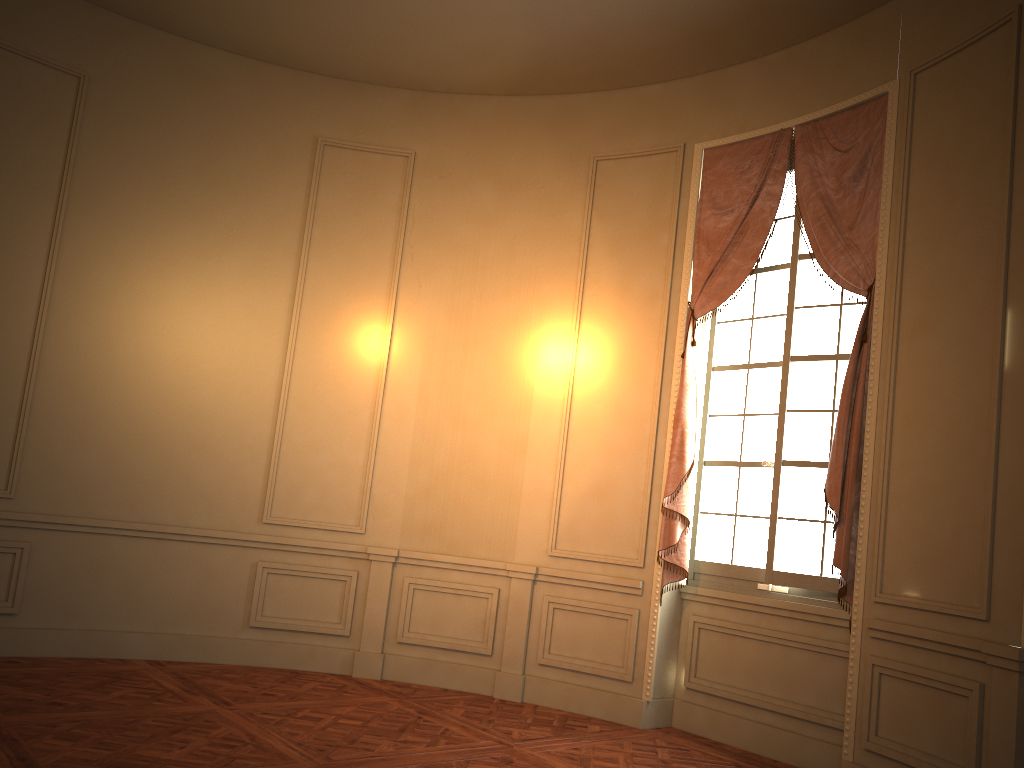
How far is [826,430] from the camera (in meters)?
5.05

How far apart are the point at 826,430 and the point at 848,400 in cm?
40

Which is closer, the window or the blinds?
the blinds

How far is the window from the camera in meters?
5.0 m

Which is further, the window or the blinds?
the window

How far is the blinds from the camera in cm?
468

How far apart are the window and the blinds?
0.1m

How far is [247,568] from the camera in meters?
6.1 m

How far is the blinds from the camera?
4.68m

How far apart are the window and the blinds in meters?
0.1 m
